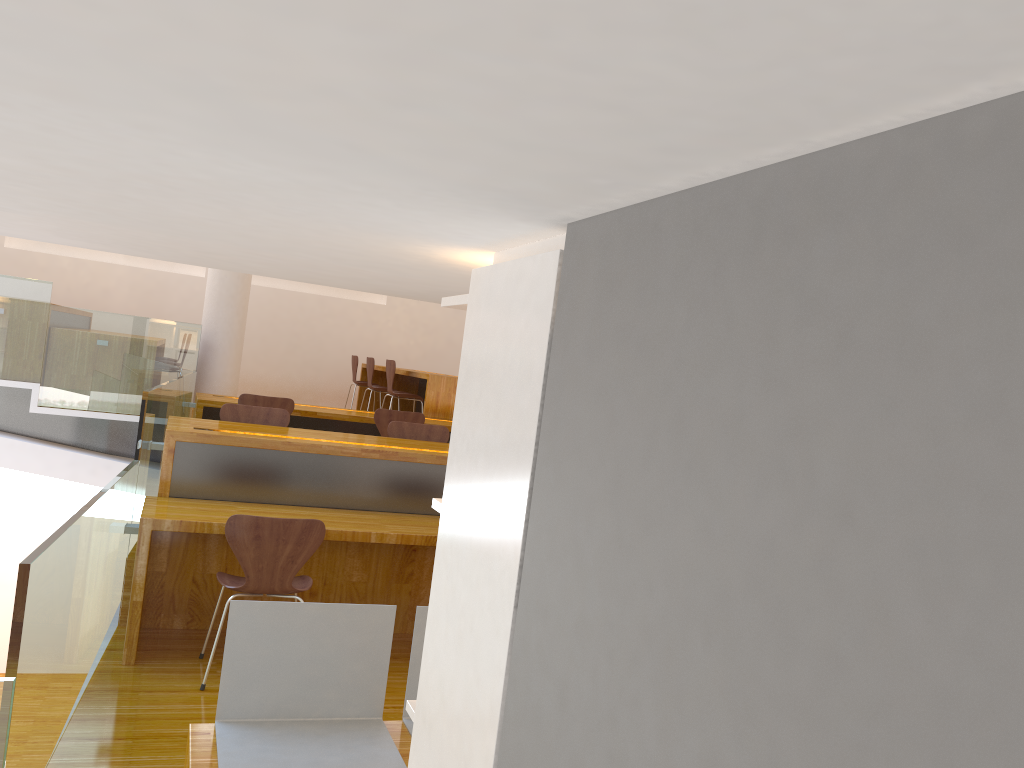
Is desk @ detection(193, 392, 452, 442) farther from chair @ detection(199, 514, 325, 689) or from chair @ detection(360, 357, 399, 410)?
chair @ detection(199, 514, 325, 689)

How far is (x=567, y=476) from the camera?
1.0m

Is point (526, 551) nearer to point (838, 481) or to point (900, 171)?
point (838, 481)

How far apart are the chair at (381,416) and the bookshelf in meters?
5.2

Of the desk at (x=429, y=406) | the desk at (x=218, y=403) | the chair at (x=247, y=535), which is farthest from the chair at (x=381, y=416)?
the chair at (x=247, y=535)

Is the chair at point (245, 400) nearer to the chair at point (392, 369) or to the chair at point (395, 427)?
the chair at point (395, 427)

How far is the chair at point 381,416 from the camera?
6.6 meters

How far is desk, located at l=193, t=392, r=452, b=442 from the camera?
6.4 meters

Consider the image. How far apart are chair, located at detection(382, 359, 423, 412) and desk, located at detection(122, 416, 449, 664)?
3.1m

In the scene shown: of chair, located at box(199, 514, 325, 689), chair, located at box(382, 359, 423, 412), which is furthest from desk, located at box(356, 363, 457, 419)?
chair, located at box(199, 514, 325, 689)
